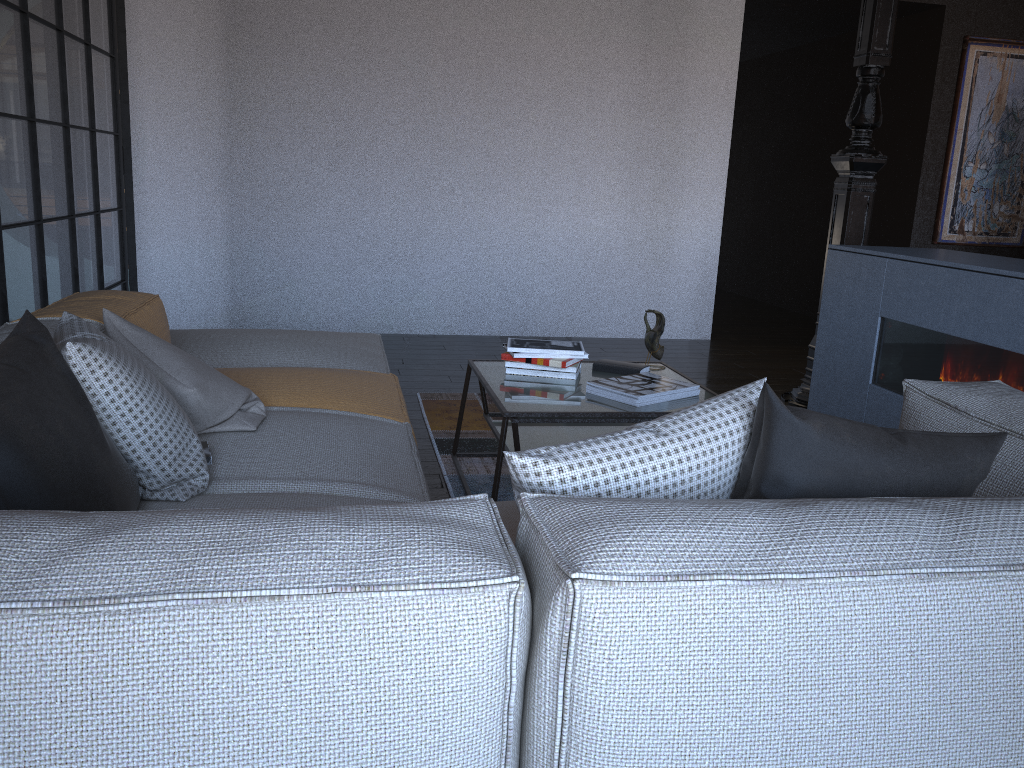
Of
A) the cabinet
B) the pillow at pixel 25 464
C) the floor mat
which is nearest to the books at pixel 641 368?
the floor mat

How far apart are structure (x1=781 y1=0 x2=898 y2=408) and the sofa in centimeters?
219cm

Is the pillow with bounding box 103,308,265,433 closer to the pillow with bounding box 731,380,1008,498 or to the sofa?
the sofa

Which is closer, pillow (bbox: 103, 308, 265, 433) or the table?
pillow (bbox: 103, 308, 265, 433)

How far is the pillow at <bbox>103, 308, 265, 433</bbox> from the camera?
2.04m

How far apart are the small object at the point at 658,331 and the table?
0.1m

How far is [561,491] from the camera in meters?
1.2 m

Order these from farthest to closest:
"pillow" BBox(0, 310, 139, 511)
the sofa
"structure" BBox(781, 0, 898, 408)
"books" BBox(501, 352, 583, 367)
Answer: "structure" BBox(781, 0, 898, 408) → "books" BBox(501, 352, 583, 367) → "pillow" BBox(0, 310, 139, 511) → the sofa

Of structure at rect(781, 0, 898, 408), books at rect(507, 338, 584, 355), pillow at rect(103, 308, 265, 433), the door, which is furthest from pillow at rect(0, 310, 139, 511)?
the door

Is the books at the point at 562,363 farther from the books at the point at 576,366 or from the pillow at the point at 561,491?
the pillow at the point at 561,491
